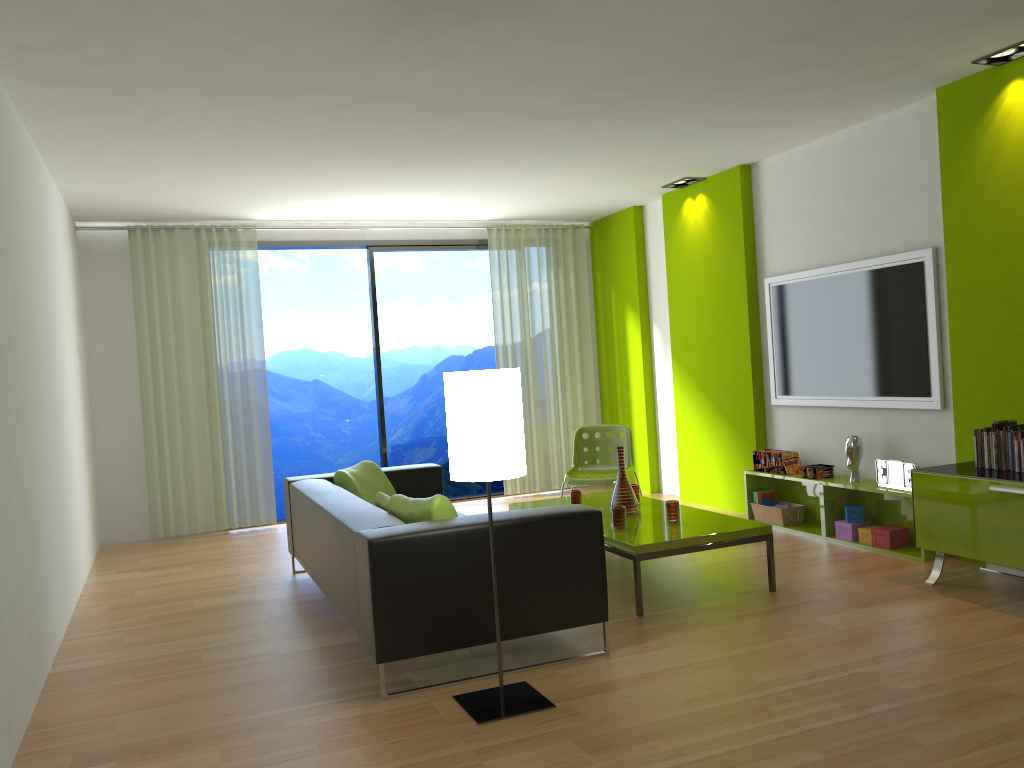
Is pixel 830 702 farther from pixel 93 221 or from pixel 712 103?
pixel 93 221

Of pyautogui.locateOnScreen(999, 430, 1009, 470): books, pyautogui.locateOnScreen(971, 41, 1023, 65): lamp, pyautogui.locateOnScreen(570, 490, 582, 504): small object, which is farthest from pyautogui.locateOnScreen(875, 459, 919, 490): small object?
pyautogui.locateOnScreen(971, 41, 1023, 65): lamp

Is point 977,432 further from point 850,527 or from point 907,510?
point 850,527

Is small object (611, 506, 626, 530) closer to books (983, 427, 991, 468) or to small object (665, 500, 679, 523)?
small object (665, 500, 679, 523)

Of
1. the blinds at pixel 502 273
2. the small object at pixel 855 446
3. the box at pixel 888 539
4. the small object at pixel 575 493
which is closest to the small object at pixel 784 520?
the small object at pixel 855 446

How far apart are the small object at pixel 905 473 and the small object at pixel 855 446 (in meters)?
0.19

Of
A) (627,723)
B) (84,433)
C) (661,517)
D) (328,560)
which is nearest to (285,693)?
(328,560)

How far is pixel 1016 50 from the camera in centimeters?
441cm

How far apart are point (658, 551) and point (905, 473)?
1.82m

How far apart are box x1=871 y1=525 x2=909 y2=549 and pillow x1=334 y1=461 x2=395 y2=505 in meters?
3.0
